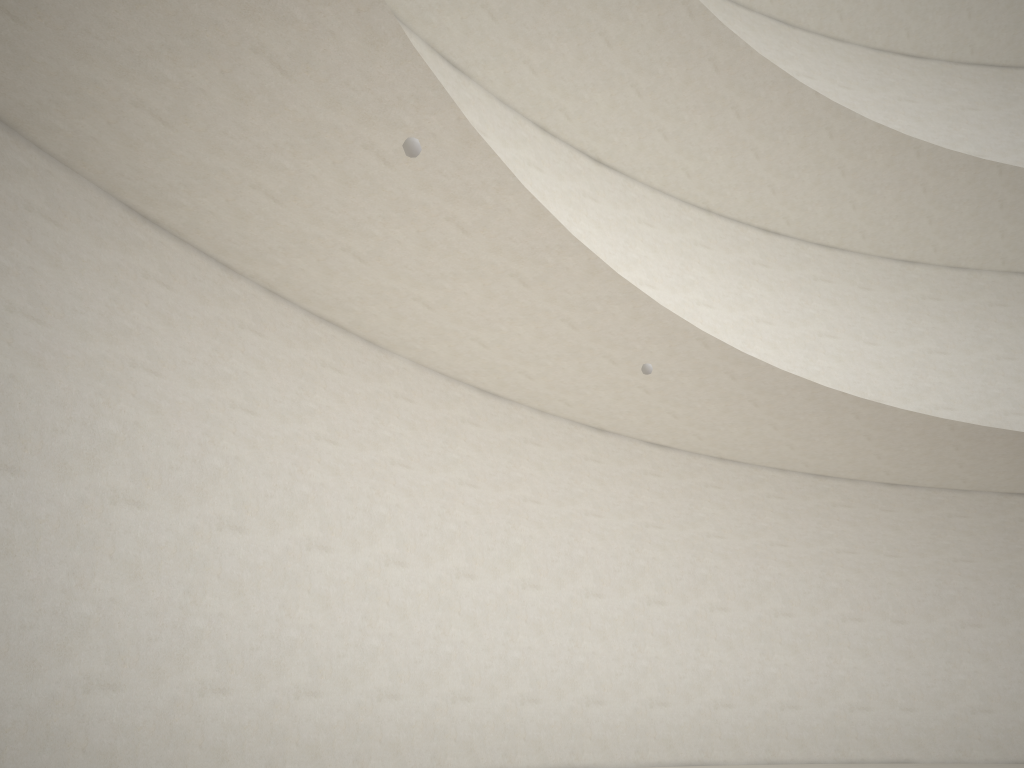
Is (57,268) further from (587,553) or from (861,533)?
(861,533)
